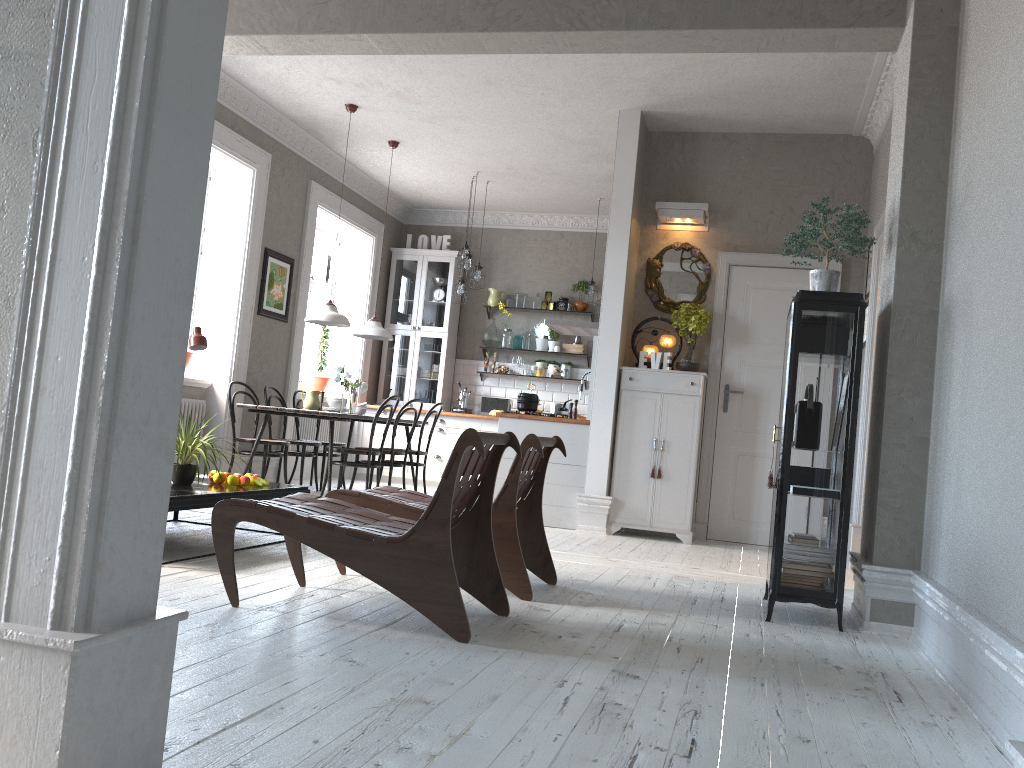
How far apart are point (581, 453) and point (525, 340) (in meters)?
3.64

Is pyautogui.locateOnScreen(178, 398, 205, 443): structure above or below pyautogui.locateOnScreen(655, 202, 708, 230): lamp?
below

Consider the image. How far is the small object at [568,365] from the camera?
10.3m

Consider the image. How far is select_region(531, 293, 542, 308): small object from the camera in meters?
10.5

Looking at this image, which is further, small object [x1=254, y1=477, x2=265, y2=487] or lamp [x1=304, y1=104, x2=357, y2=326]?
lamp [x1=304, y1=104, x2=357, y2=326]

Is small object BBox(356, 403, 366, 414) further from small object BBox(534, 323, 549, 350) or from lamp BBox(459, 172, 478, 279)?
small object BBox(534, 323, 549, 350)

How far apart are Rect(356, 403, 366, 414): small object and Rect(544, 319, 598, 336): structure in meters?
1.8 m

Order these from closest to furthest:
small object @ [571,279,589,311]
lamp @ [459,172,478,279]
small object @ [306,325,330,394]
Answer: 1. lamp @ [459,172,478,279]
2. small object @ [306,325,330,394]
3. small object @ [571,279,589,311]

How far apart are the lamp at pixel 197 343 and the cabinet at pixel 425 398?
5.41m

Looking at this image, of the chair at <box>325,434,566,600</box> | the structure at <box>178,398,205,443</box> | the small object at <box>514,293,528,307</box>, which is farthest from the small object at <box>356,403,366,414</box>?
the chair at <box>325,434,566,600</box>
